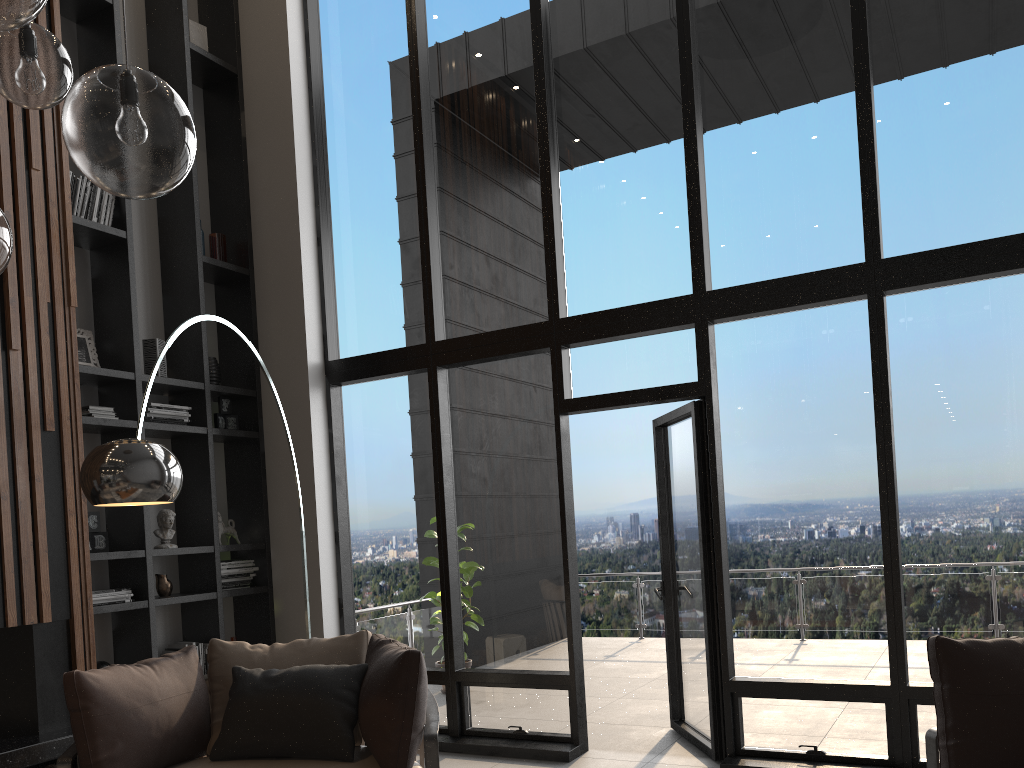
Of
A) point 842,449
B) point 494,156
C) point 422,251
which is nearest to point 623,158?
point 494,156

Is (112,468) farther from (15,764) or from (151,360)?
(151,360)

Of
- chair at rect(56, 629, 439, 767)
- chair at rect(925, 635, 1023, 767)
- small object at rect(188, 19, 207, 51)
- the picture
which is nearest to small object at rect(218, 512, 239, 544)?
the picture

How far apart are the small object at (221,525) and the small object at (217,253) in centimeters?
179cm

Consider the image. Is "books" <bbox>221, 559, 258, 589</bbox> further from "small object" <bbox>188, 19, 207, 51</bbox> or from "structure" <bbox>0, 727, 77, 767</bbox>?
"small object" <bbox>188, 19, 207, 51</bbox>

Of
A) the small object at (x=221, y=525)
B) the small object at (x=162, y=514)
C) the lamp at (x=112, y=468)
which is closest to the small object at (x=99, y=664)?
the small object at (x=162, y=514)

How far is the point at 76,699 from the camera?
3.2m

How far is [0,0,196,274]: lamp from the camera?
1.64m

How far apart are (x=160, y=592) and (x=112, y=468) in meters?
2.7 m

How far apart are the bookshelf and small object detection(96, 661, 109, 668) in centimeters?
22cm
